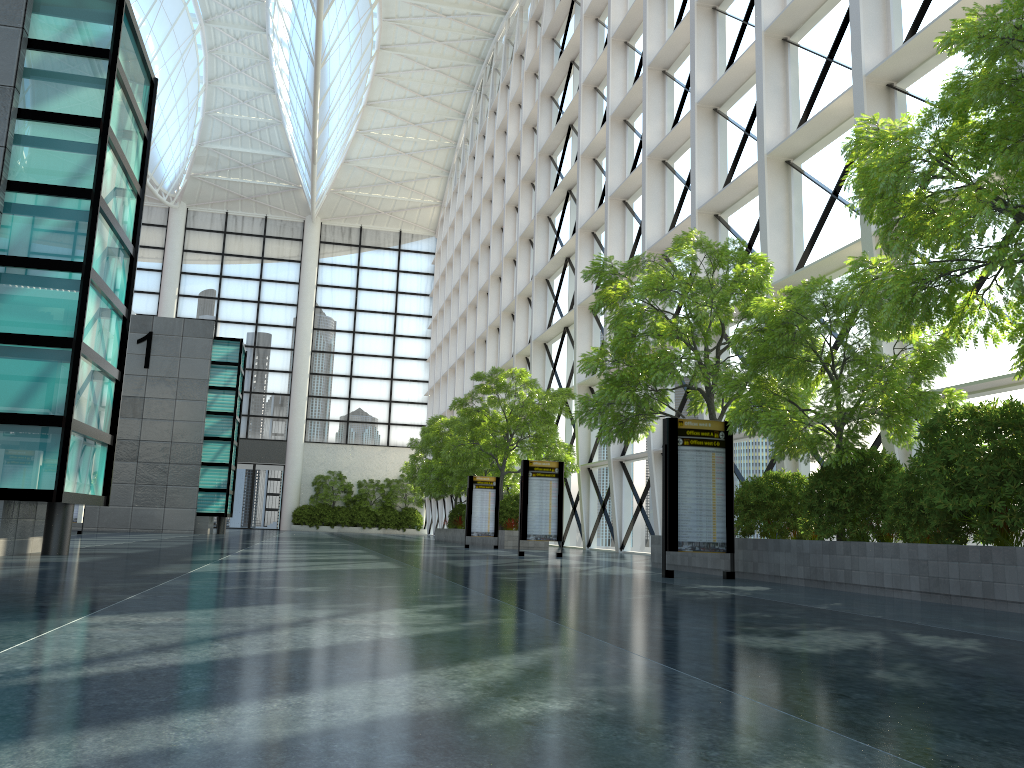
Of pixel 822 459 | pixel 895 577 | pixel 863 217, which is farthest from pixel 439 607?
pixel 863 217
